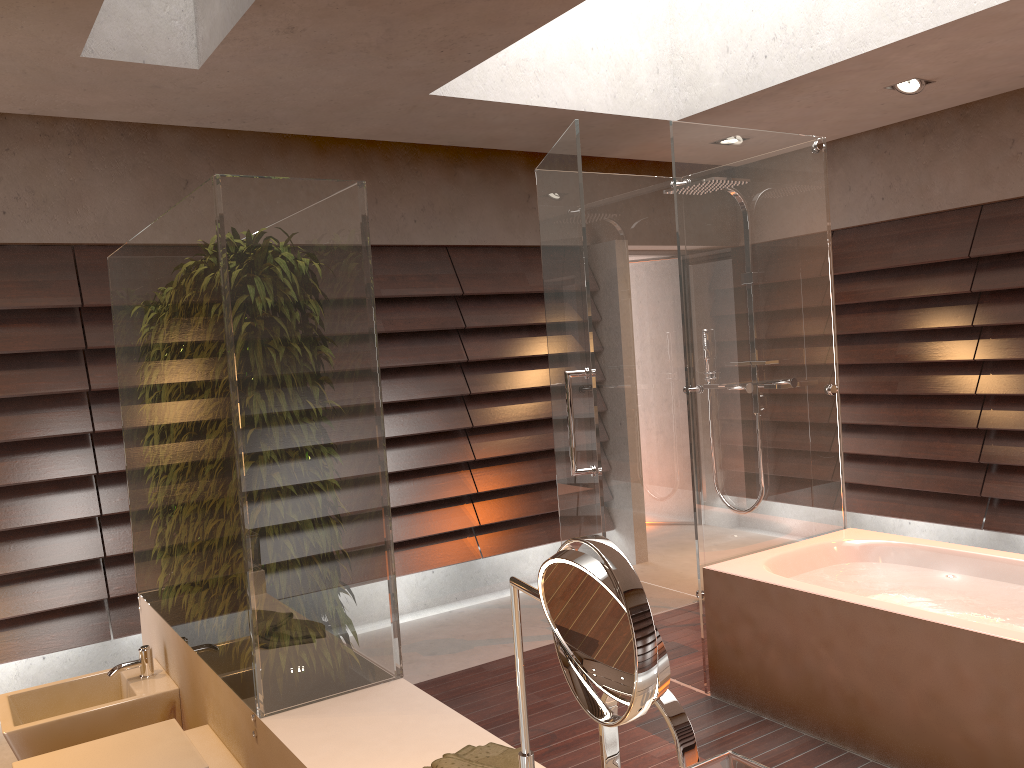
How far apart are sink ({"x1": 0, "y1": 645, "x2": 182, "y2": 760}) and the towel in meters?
1.3 m

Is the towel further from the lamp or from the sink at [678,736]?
the lamp

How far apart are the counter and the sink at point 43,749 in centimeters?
2cm

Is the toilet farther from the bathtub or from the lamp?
the lamp

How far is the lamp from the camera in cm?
419

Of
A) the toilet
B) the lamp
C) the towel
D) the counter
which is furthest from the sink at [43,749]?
the lamp

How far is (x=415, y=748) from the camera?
1.8m

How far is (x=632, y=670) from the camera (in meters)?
0.86

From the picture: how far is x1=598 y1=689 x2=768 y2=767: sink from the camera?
1.0 meters

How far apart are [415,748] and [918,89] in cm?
386
